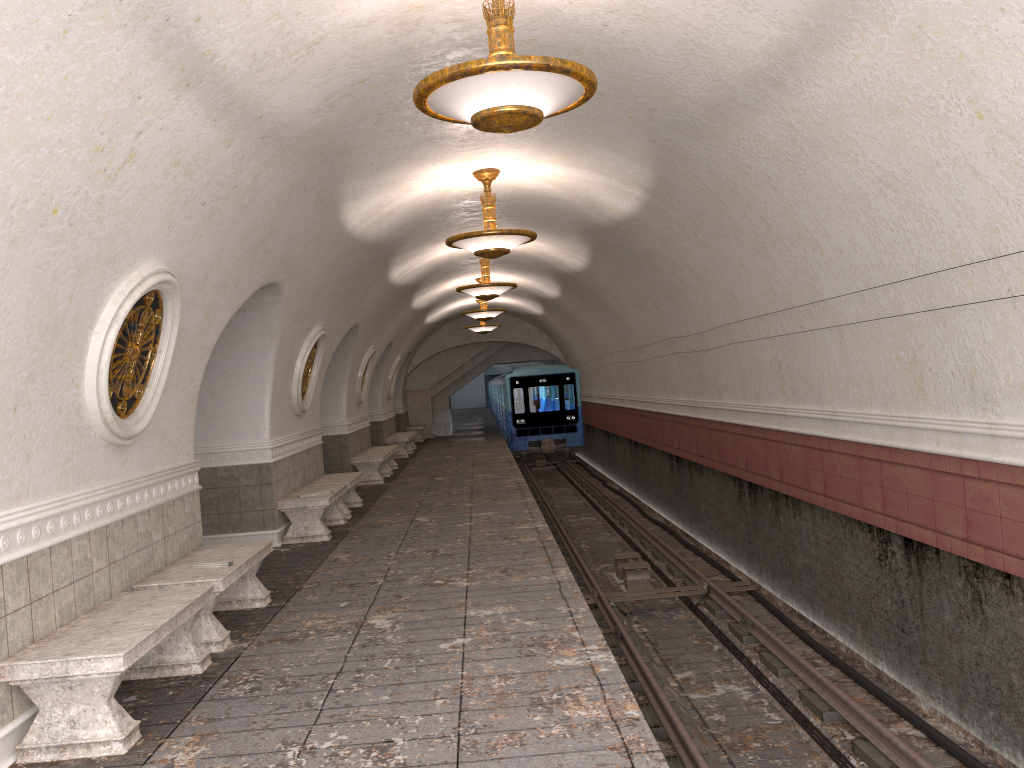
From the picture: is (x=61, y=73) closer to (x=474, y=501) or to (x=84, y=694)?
(x=84, y=694)

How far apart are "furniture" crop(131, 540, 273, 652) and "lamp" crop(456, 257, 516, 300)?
7.4 meters

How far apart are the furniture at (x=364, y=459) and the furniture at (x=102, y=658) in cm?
1059

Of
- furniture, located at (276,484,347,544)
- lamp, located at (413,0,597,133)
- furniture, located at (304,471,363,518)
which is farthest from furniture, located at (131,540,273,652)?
furniture, located at (304,471,363,518)

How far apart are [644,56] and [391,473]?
13.11m

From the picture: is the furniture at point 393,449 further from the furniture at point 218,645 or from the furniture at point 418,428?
the furniture at point 218,645

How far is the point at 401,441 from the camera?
22.31m

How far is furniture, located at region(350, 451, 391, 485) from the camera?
16.4m

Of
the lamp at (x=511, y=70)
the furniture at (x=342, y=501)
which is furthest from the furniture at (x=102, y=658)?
the furniture at (x=342, y=501)

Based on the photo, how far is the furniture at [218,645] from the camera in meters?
6.1
